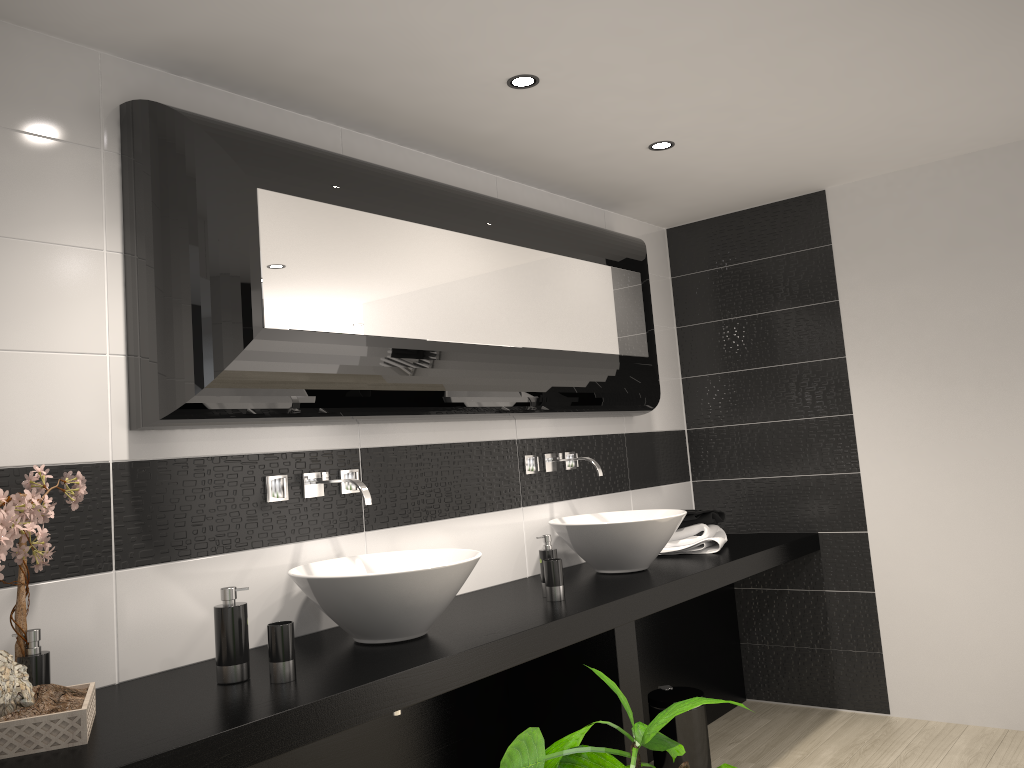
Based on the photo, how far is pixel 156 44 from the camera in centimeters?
240cm

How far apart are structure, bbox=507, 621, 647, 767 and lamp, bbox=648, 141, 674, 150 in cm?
186

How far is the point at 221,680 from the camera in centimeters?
215cm

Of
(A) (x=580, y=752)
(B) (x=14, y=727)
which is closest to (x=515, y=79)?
(B) (x=14, y=727)

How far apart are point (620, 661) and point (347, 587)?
1.0 meters

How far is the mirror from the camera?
2.34m

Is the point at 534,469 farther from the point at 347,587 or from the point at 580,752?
the point at 580,752

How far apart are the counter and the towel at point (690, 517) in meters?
0.1

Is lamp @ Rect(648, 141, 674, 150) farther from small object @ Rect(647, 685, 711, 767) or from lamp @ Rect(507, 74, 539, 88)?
small object @ Rect(647, 685, 711, 767)

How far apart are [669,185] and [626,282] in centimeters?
52cm
